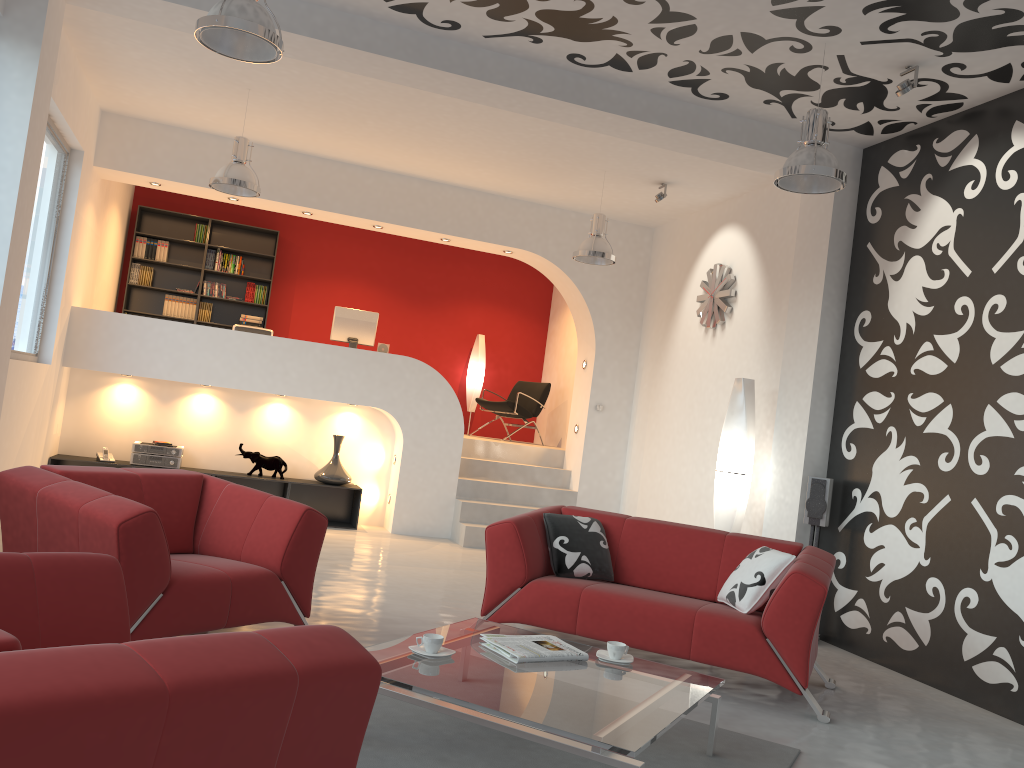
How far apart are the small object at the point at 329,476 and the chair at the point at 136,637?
4.0 meters

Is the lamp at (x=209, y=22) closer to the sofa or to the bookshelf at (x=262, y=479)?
the sofa

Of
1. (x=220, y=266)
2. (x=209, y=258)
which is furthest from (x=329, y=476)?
(x=209, y=258)

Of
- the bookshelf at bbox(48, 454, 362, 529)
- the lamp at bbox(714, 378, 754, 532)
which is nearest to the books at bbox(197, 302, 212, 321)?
the bookshelf at bbox(48, 454, 362, 529)

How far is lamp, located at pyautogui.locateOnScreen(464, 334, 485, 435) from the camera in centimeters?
1173cm

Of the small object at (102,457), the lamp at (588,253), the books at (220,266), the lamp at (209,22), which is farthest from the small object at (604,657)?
the books at (220,266)

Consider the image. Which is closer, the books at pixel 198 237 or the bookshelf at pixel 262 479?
the bookshelf at pixel 262 479

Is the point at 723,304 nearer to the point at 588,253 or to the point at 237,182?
the point at 588,253

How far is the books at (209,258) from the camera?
10.82m

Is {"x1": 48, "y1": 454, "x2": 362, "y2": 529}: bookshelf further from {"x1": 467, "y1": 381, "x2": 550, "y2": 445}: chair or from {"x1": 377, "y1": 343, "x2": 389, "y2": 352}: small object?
{"x1": 467, "y1": 381, "x2": 550, "y2": 445}: chair
